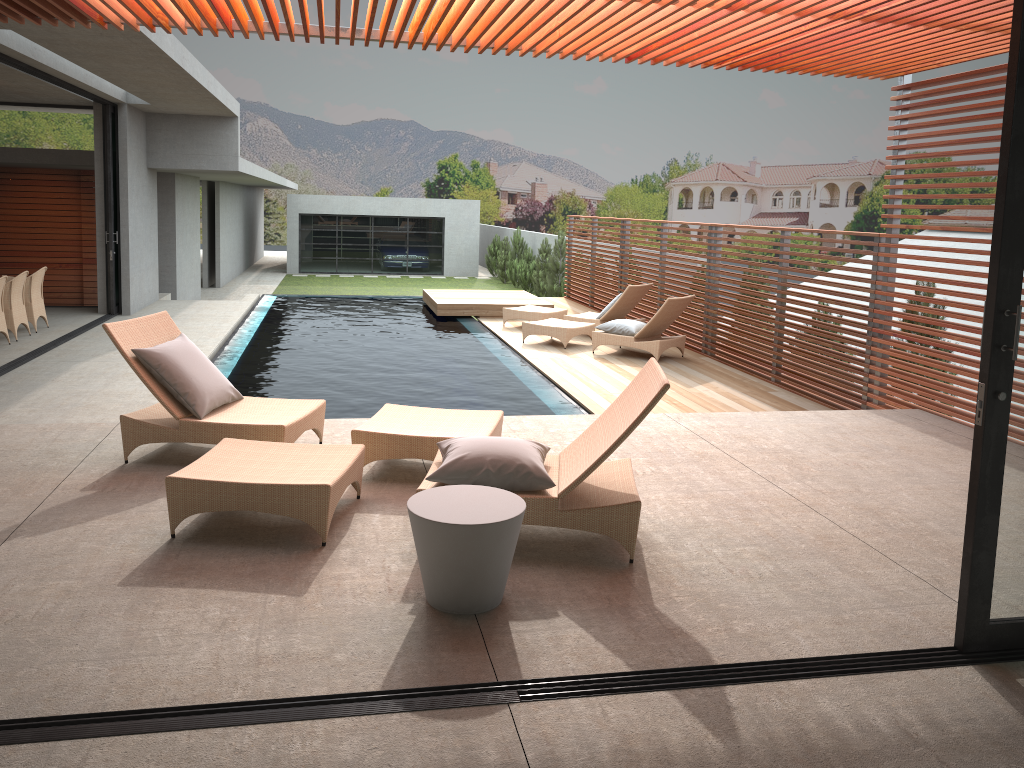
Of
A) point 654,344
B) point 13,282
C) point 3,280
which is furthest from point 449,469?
point 13,282

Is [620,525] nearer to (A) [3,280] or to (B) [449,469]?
(B) [449,469]

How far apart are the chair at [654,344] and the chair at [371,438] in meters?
5.7

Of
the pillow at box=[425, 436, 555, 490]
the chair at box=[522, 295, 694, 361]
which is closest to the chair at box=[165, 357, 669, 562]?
the pillow at box=[425, 436, 555, 490]

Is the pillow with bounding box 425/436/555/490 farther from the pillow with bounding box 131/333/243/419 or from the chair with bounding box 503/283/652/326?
the chair with bounding box 503/283/652/326

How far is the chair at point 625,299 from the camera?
12.6m

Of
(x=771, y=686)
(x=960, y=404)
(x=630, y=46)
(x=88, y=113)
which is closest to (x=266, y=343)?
(x=88, y=113)

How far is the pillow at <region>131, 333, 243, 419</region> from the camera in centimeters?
521cm

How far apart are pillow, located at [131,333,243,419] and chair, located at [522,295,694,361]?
6.4m

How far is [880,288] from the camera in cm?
→ 801
